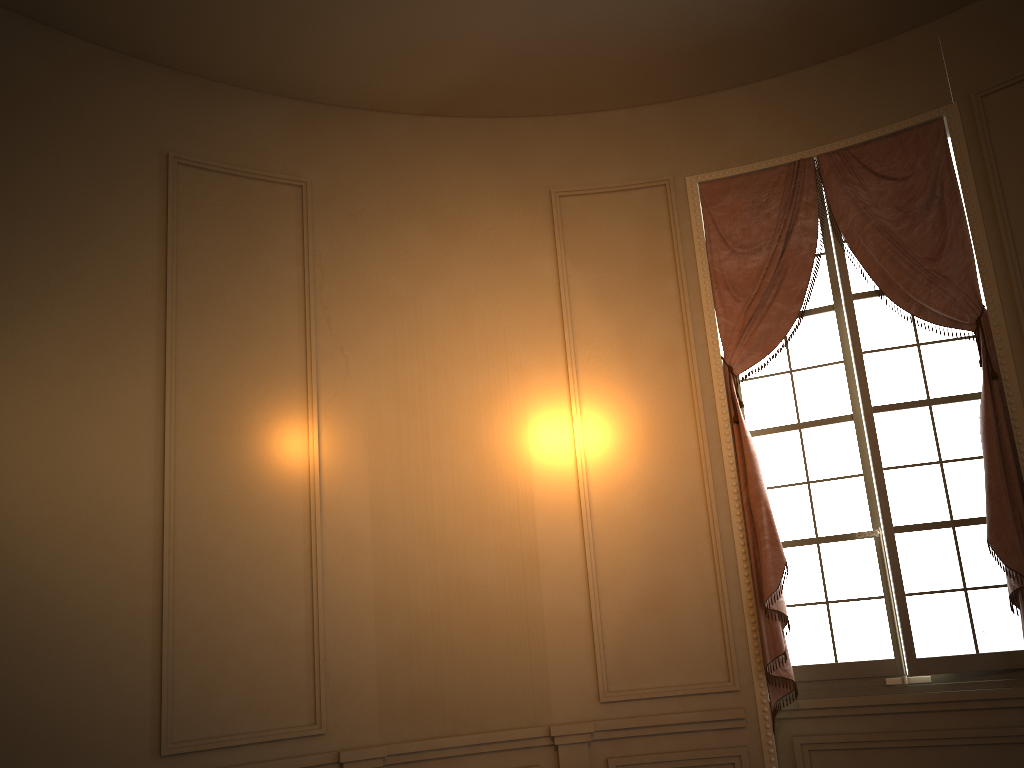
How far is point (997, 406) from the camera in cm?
419

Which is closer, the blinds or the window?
the blinds

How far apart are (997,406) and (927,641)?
1.2 meters

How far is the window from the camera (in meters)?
4.29

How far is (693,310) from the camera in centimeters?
486cm

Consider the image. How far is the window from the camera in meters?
4.3 m

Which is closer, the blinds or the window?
the blinds

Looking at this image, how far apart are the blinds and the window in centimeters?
9cm

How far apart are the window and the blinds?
0.1m
